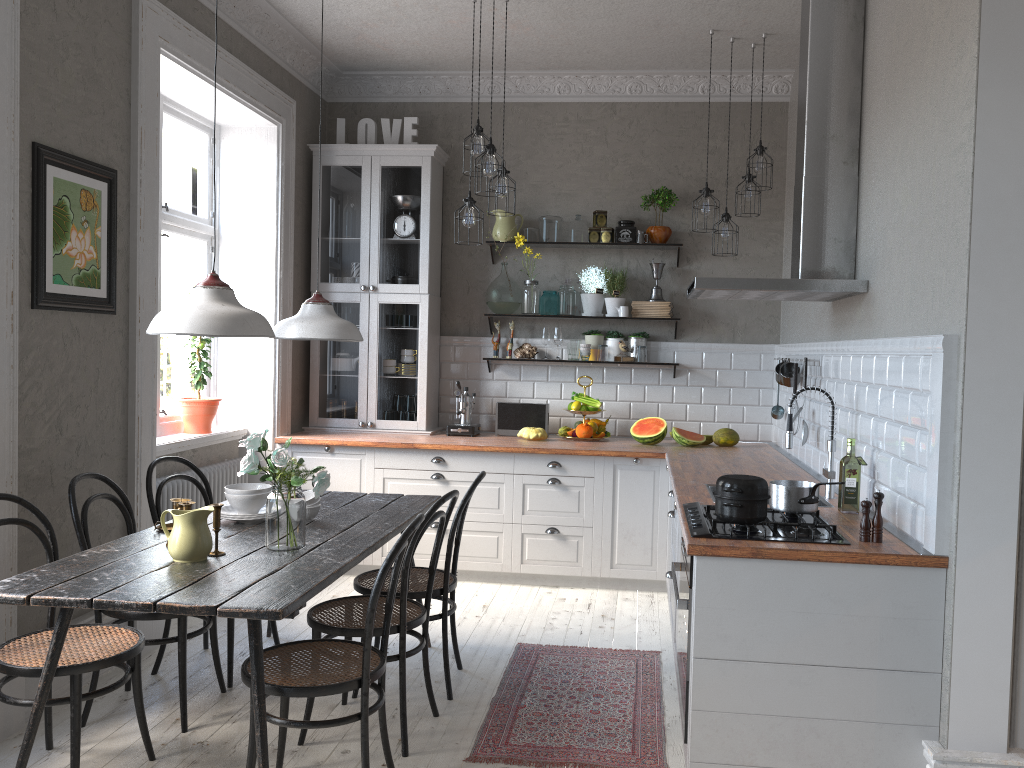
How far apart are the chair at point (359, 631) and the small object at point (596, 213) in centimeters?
302cm

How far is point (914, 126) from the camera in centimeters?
307cm

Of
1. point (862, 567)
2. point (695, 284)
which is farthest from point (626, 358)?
point (862, 567)

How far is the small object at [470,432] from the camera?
5.82m

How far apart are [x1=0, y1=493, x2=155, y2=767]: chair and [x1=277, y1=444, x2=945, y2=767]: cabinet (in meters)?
1.79

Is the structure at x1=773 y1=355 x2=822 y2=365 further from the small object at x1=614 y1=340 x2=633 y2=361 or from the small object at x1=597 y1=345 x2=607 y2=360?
the small object at x1=597 y1=345 x2=607 y2=360

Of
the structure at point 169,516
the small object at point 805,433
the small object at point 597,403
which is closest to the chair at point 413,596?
the structure at point 169,516

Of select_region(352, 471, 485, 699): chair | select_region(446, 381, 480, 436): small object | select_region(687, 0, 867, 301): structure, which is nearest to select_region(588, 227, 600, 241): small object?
select_region(446, 381, 480, 436): small object

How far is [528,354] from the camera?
6.00m

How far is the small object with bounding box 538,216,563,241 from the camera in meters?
5.9
